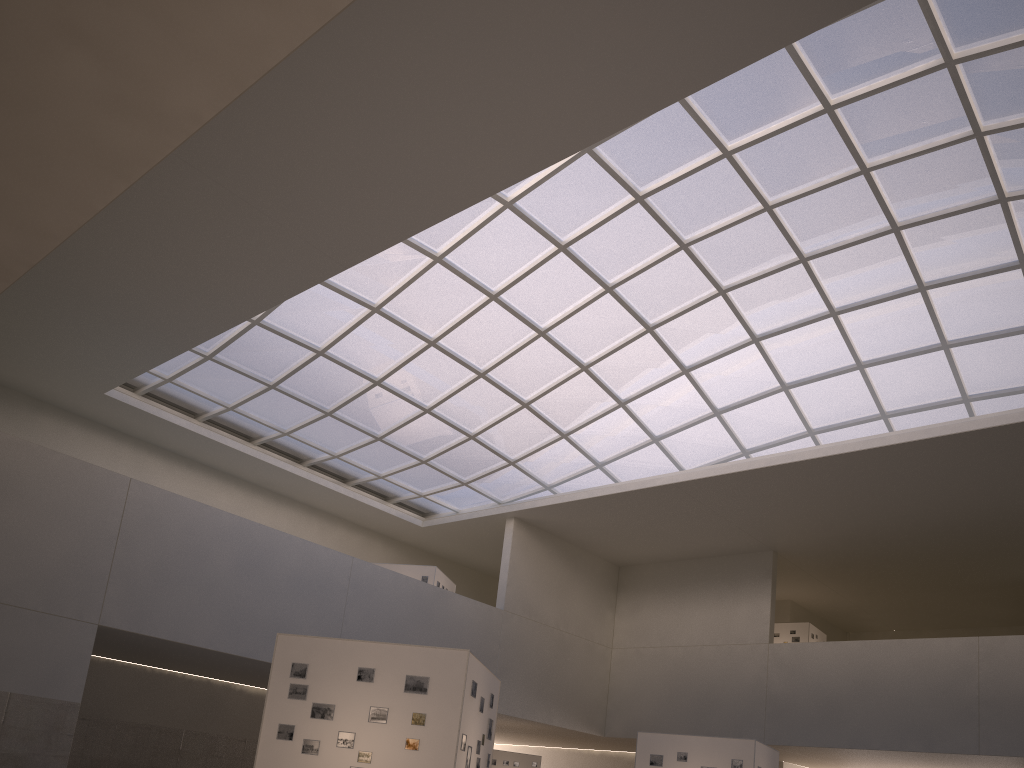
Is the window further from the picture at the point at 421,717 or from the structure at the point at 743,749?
the picture at the point at 421,717

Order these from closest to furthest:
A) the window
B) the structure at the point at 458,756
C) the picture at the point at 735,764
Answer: the structure at the point at 458,756
the picture at the point at 735,764
the window

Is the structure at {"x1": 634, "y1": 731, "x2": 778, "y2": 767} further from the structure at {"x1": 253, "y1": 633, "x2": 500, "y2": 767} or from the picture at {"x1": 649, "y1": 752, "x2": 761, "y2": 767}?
the structure at {"x1": 253, "y1": 633, "x2": 500, "y2": 767}

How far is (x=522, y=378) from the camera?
49.62m

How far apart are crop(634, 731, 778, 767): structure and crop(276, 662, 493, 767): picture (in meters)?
16.39

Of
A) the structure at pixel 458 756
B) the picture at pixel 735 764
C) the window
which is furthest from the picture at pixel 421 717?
the window

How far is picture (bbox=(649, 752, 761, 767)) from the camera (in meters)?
29.99

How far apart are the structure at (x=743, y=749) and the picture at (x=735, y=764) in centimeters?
20cm

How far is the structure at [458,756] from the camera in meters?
17.9 m

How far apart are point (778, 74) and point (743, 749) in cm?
2455
